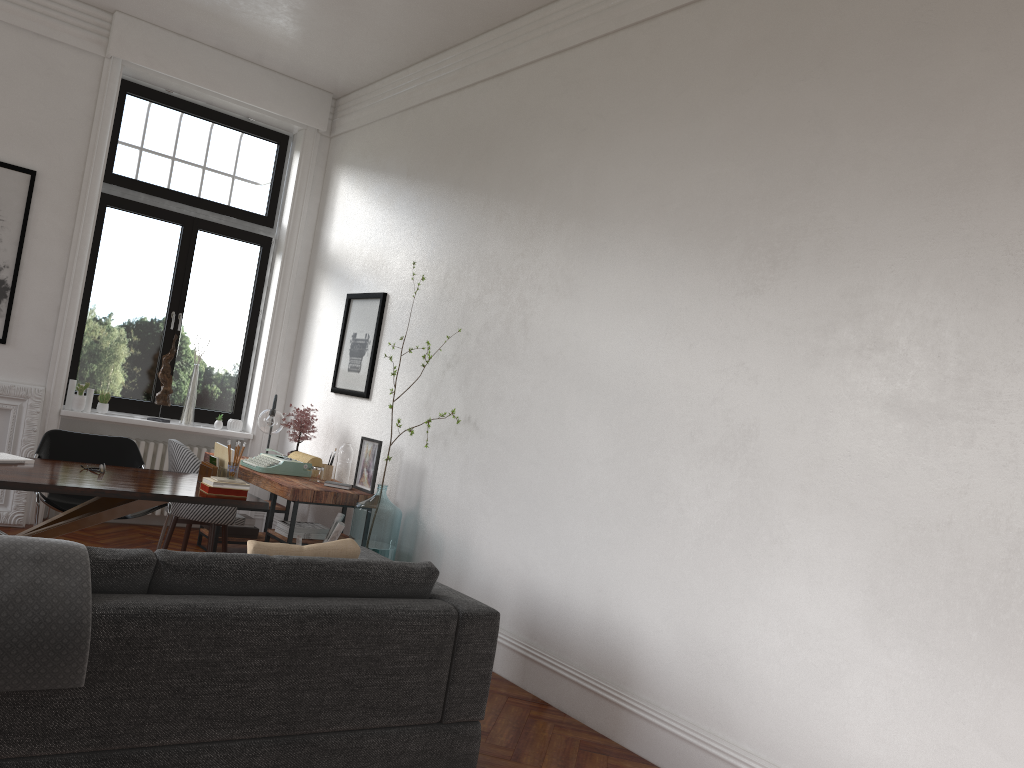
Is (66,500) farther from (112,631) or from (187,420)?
(112,631)

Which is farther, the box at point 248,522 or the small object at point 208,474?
the box at point 248,522

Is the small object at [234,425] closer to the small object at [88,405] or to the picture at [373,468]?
the small object at [88,405]

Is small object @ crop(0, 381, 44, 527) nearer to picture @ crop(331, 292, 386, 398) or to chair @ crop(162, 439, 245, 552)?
chair @ crop(162, 439, 245, 552)

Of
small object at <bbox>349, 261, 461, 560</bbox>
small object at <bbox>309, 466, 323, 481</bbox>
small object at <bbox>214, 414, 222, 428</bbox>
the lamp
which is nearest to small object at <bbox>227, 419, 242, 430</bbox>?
small object at <bbox>214, 414, 222, 428</bbox>

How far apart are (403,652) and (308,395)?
4.60m

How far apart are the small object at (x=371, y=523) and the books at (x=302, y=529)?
0.3m

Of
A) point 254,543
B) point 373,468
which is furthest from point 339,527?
point 254,543

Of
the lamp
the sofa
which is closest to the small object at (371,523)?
the sofa

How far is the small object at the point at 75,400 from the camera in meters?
7.0
